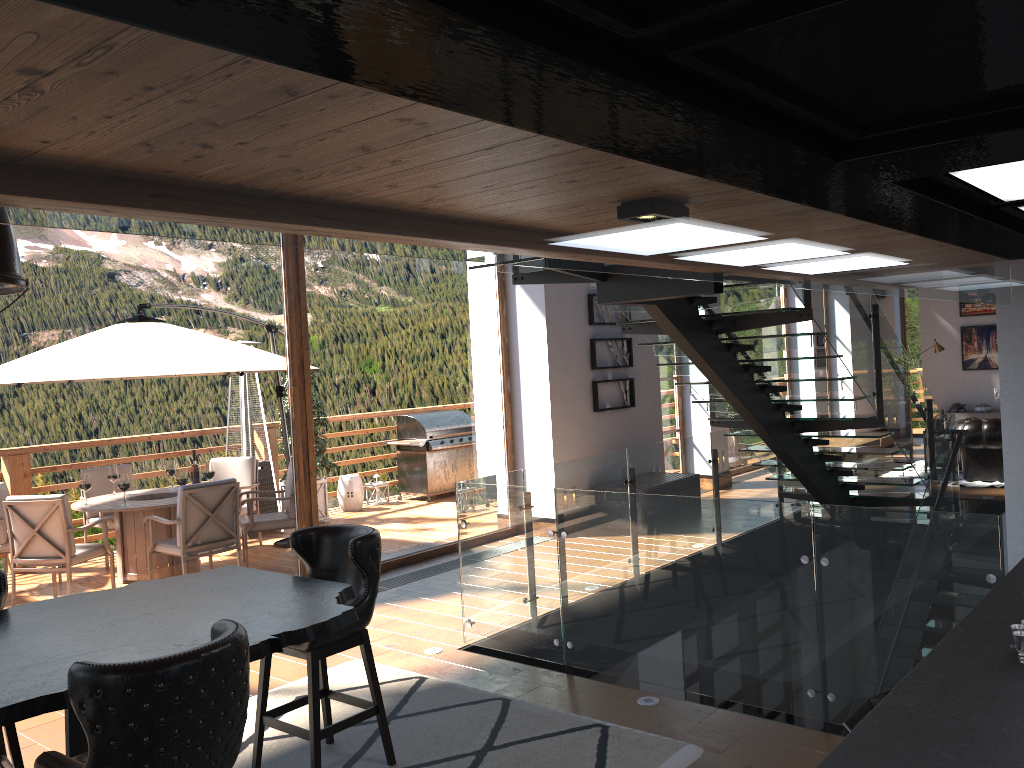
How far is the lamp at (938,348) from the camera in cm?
1577

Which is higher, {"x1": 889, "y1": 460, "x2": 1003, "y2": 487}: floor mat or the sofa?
the sofa

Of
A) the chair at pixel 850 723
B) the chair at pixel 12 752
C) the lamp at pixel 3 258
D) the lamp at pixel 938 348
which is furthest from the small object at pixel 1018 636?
the lamp at pixel 938 348

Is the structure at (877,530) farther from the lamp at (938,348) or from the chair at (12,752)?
the lamp at (938,348)

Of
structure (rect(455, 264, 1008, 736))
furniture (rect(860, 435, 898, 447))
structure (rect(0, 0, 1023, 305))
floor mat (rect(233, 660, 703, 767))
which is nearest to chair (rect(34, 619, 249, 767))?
floor mat (rect(233, 660, 703, 767))

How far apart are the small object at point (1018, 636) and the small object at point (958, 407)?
15.6 meters

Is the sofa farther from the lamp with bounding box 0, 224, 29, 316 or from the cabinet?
the lamp with bounding box 0, 224, 29, 316

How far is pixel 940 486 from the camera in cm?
855

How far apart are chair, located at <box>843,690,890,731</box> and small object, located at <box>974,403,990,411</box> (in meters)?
15.08

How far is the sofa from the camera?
10.9m
